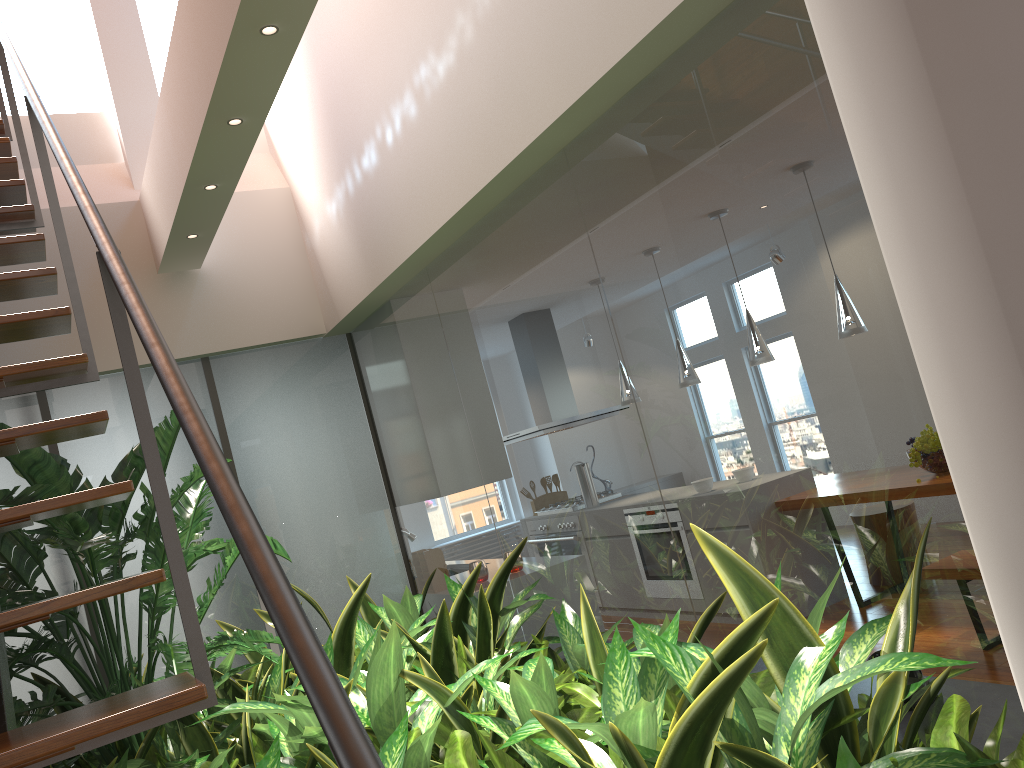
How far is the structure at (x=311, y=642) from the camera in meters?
0.7 m

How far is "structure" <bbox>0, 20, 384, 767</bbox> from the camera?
0.68m

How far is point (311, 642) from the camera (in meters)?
0.68
